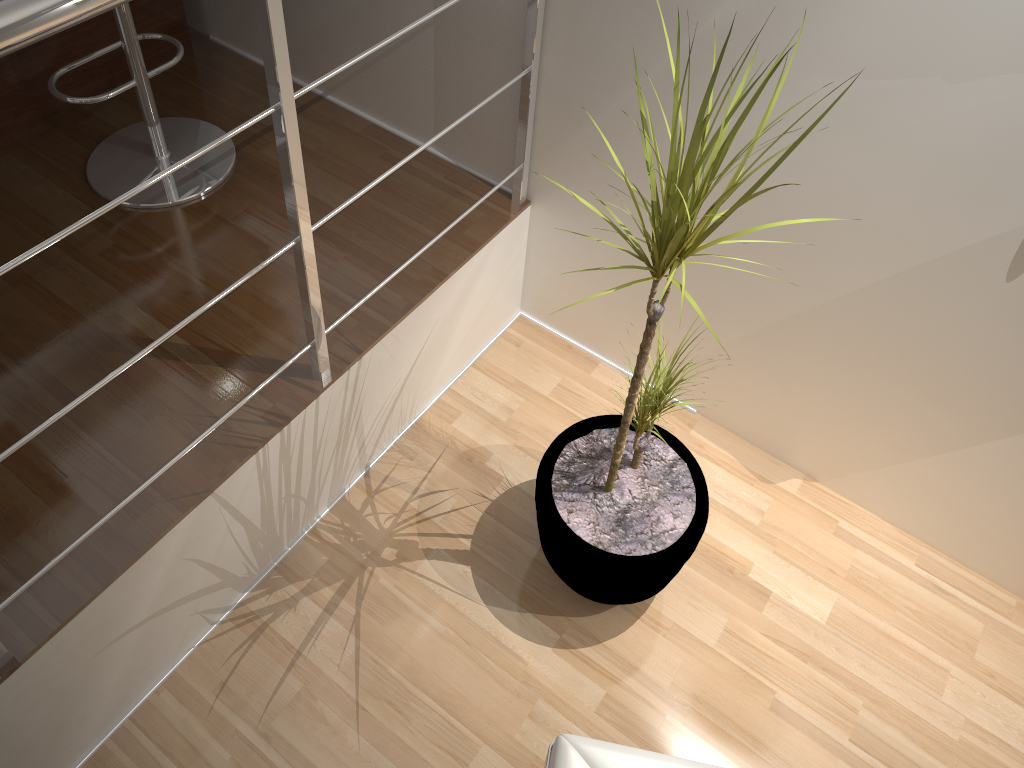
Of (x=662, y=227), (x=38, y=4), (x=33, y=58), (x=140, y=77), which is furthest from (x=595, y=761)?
(x=33, y=58)

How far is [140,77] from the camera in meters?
2.1

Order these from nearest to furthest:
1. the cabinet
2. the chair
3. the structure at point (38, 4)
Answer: the structure at point (38, 4)
the chair
the cabinet

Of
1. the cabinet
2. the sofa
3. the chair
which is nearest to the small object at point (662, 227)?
the sofa

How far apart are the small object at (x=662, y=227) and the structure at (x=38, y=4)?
0.52m

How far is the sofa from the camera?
1.4m

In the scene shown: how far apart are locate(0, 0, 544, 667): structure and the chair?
0.7 meters

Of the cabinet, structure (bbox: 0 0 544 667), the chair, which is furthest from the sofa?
the cabinet

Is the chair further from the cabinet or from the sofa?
the sofa

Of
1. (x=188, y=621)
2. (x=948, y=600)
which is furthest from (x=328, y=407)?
(x=948, y=600)
